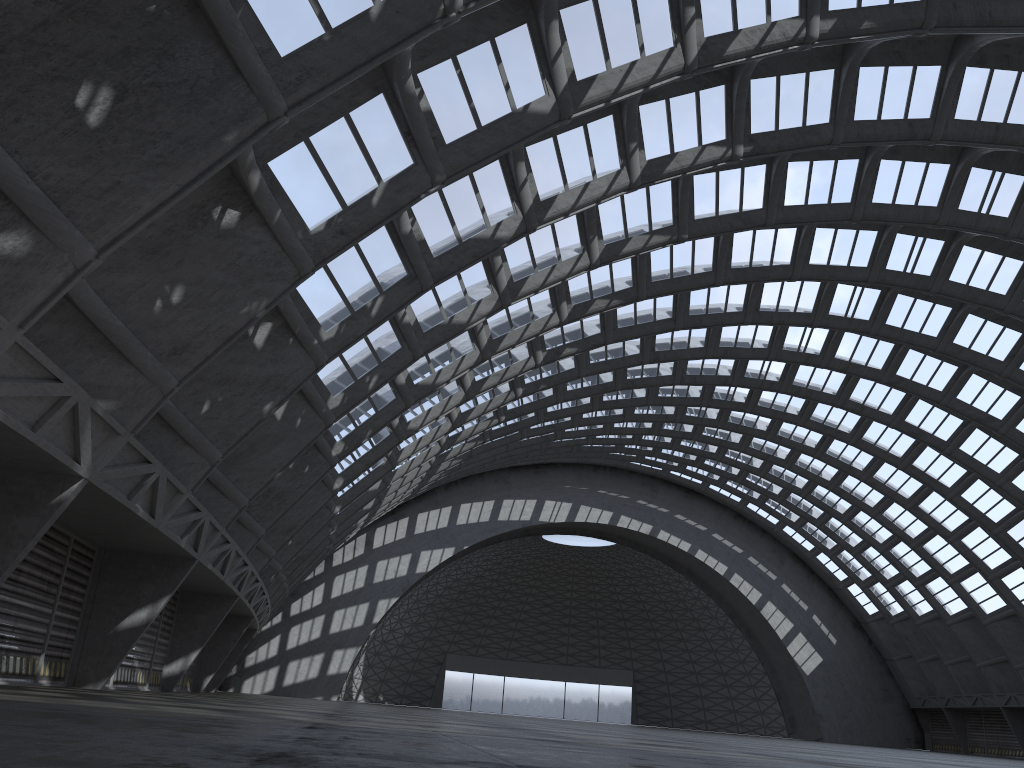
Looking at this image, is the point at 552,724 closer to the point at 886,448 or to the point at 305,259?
the point at 305,259

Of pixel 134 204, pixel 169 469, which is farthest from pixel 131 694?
pixel 134 204

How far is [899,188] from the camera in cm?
2680
